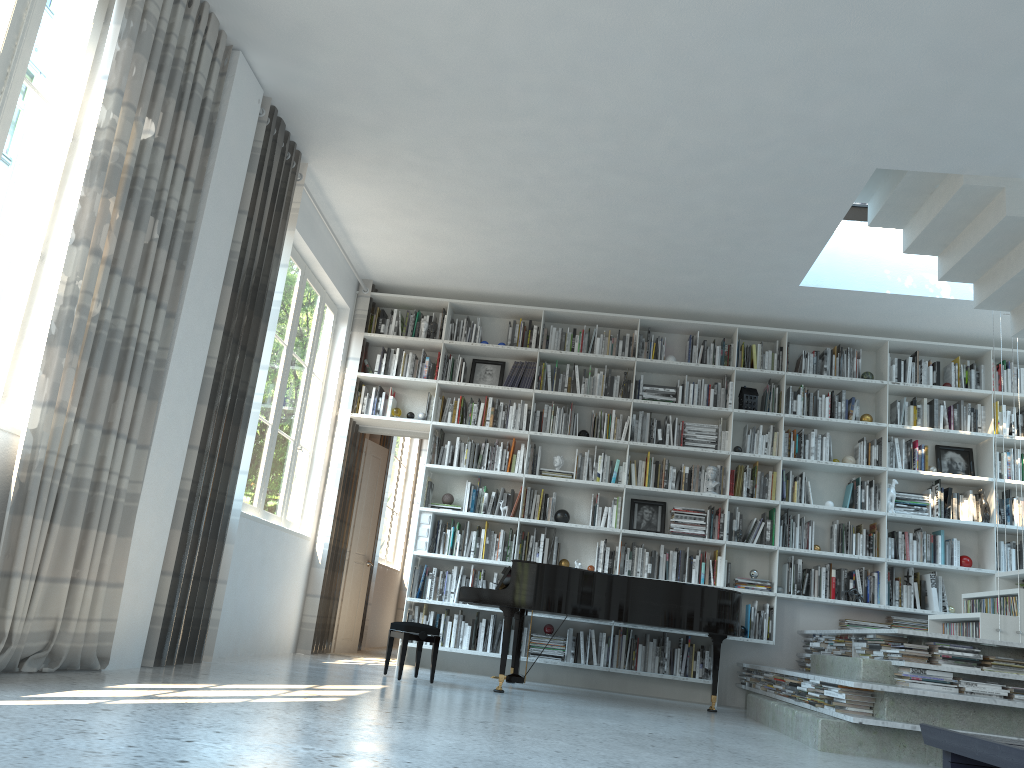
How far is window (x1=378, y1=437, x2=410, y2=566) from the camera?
10.61m

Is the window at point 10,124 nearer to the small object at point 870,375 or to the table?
the table

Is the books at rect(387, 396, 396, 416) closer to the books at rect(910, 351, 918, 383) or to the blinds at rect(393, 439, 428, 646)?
the blinds at rect(393, 439, 428, 646)

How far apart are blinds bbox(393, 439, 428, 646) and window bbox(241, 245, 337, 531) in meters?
4.1 m

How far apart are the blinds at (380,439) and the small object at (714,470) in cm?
326

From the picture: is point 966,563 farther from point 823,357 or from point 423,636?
point 423,636

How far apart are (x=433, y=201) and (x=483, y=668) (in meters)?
3.78

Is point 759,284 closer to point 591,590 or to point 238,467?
point 591,590

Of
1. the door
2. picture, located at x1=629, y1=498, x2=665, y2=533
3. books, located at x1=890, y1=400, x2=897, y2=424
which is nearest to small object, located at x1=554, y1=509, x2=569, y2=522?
picture, located at x1=629, y1=498, x2=665, y2=533

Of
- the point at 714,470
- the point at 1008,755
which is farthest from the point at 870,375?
the point at 1008,755
